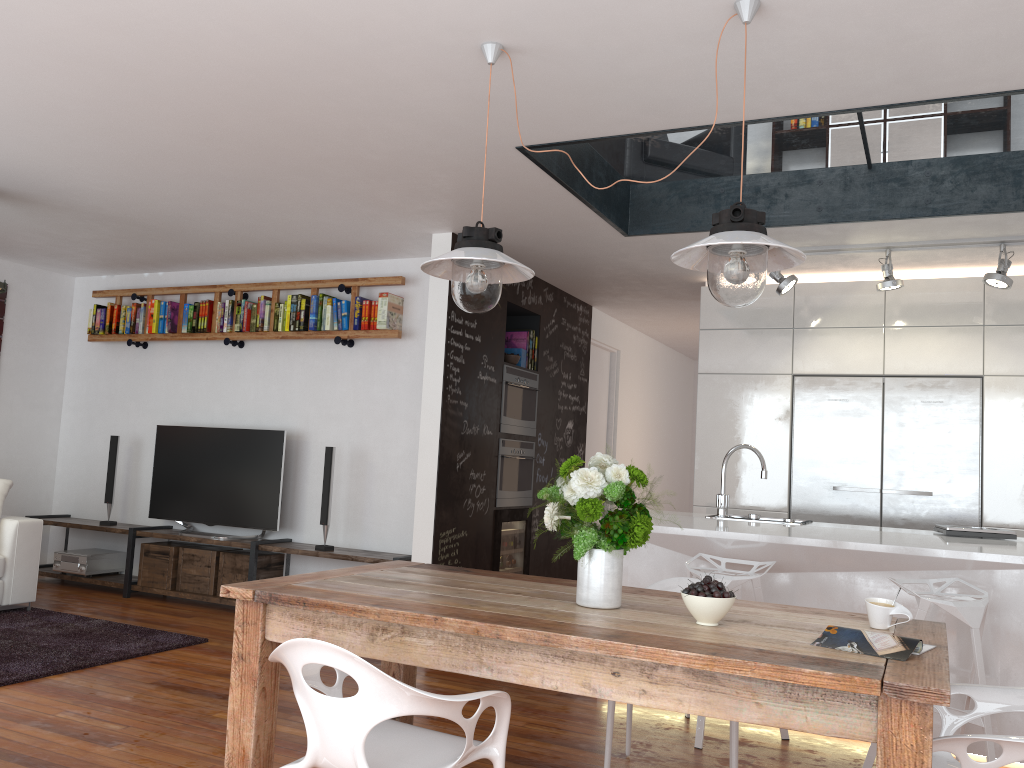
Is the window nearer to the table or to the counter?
the counter

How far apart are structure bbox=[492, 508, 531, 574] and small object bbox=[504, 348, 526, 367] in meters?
1.1 m

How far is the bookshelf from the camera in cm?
607

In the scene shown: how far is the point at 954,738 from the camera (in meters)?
1.99

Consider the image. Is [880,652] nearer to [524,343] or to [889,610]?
[889,610]

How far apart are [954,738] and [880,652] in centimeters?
23cm

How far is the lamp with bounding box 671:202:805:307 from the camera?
2.4 meters

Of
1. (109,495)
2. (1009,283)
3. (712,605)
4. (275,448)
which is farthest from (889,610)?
(109,495)

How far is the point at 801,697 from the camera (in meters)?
1.92

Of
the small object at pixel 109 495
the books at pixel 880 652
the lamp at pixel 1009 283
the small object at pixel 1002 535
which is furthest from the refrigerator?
the small object at pixel 109 495
